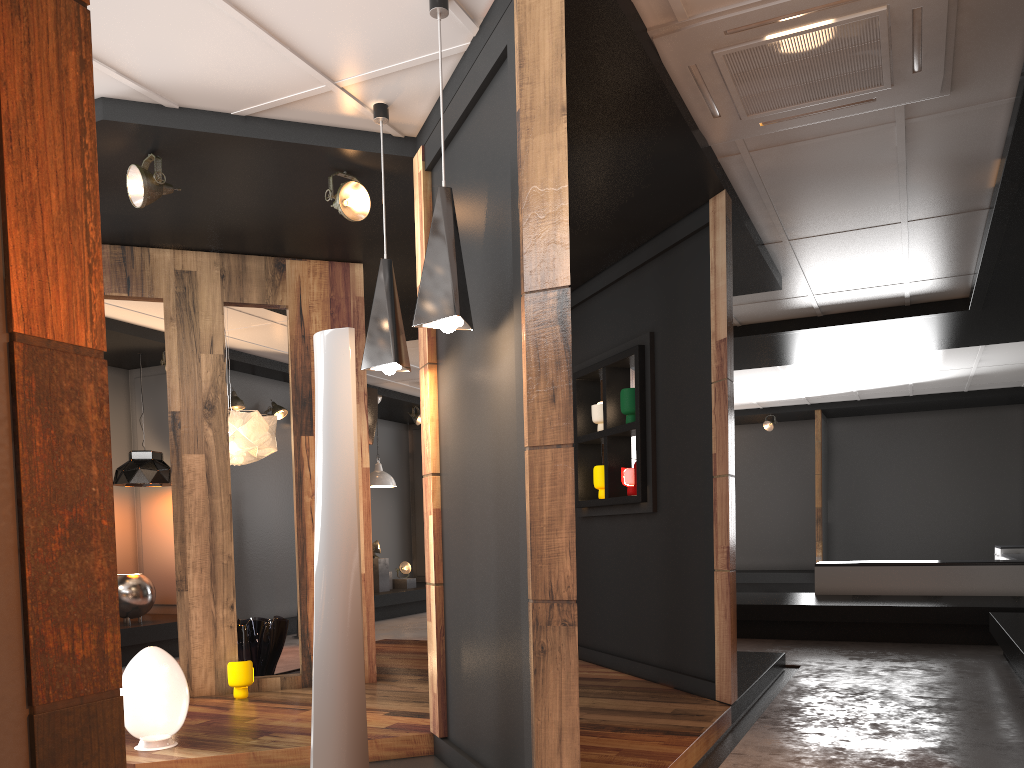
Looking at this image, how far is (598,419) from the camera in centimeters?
625cm

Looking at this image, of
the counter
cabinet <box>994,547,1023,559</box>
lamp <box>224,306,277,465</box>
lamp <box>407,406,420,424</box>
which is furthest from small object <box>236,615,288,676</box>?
cabinet <box>994,547,1023,559</box>

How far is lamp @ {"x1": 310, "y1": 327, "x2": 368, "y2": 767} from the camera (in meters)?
3.35

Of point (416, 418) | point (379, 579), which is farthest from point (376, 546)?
point (416, 418)

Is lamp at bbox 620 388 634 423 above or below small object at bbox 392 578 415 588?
above

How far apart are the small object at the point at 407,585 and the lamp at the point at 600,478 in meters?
6.5

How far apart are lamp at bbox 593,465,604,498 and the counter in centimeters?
490cm

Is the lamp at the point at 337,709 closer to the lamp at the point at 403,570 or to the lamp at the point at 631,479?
the lamp at the point at 631,479

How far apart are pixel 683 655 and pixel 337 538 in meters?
2.6

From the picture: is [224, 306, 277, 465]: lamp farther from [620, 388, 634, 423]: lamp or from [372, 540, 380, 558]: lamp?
[372, 540, 380, 558]: lamp
